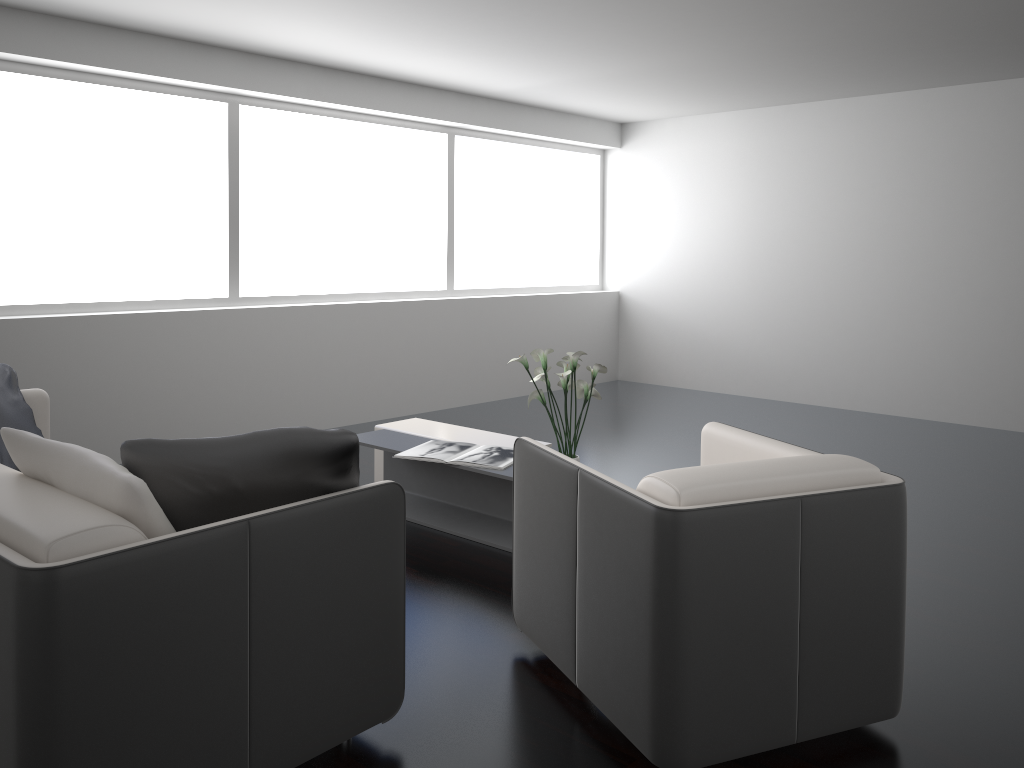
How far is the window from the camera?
5.0 meters

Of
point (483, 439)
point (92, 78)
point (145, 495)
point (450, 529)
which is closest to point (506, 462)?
point (450, 529)

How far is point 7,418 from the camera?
3.4m

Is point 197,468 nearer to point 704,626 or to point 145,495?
point 145,495

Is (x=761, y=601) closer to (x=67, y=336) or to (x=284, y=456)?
(x=284, y=456)

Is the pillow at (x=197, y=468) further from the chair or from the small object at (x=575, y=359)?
the small object at (x=575, y=359)

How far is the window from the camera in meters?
5.0

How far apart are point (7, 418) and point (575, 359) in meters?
2.3 m

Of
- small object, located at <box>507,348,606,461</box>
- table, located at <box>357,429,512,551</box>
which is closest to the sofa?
table, located at <box>357,429,512,551</box>

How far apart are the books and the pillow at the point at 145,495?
2.0 meters
